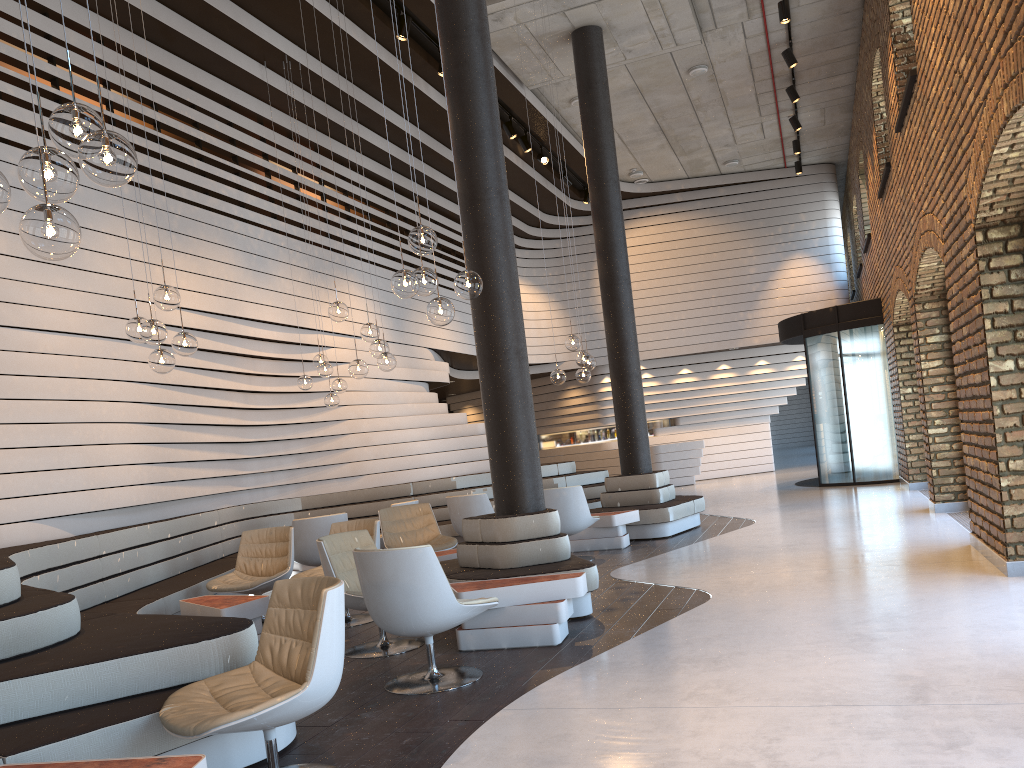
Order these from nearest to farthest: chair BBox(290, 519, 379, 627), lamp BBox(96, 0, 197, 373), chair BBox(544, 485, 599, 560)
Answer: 1. lamp BBox(96, 0, 197, 373)
2. chair BBox(290, 519, 379, 627)
3. chair BBox(544, 485, 599, 560)

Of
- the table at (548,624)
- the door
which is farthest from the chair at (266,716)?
the door

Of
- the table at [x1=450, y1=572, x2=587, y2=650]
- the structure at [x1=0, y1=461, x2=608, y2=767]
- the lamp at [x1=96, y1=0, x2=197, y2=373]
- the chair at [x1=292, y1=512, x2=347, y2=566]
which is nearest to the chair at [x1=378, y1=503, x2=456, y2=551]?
the chair at [x1=292, y1=512, x2=347, y2=566]

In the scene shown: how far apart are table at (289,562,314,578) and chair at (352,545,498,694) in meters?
5.1 m

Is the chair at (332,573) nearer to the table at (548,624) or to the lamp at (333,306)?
the table at (548,624)

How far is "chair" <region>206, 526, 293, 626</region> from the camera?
A: 6.85m

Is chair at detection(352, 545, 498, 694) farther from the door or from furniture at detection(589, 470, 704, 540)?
the door

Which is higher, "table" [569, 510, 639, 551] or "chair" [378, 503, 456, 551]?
"chair" [378, 503, 456, 551]

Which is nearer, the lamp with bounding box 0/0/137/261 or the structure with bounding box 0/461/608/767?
the lamp with bounding box 0/0/137/261

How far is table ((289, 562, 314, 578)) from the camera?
9.6 meters
